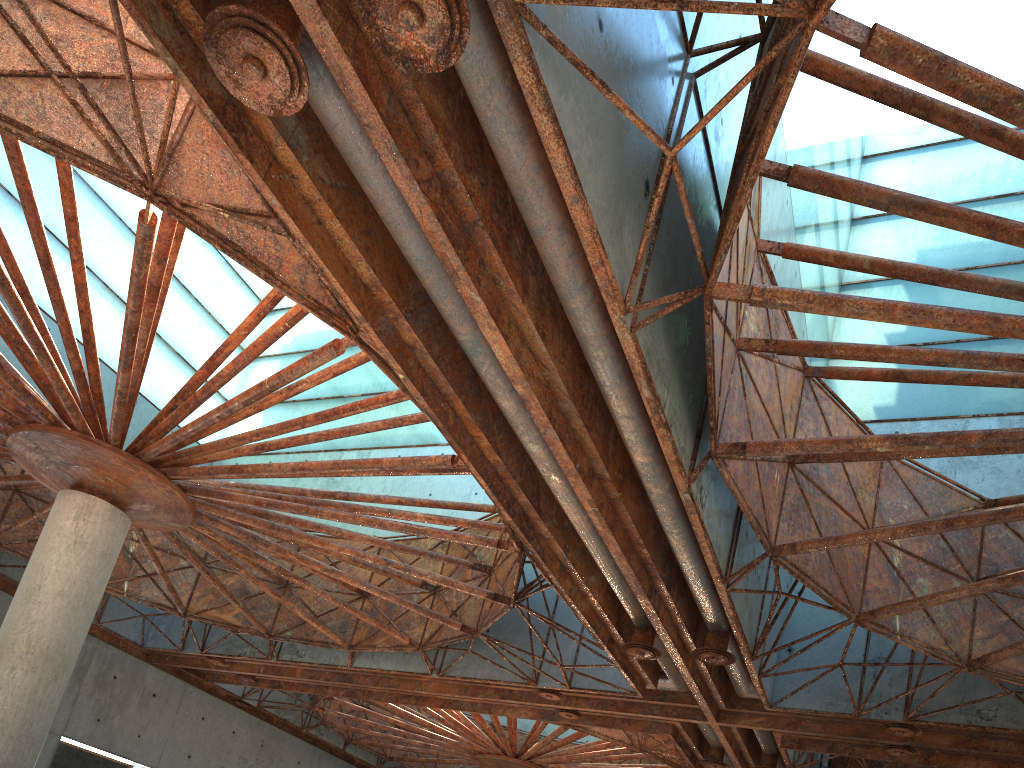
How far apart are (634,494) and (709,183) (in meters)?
6.68
